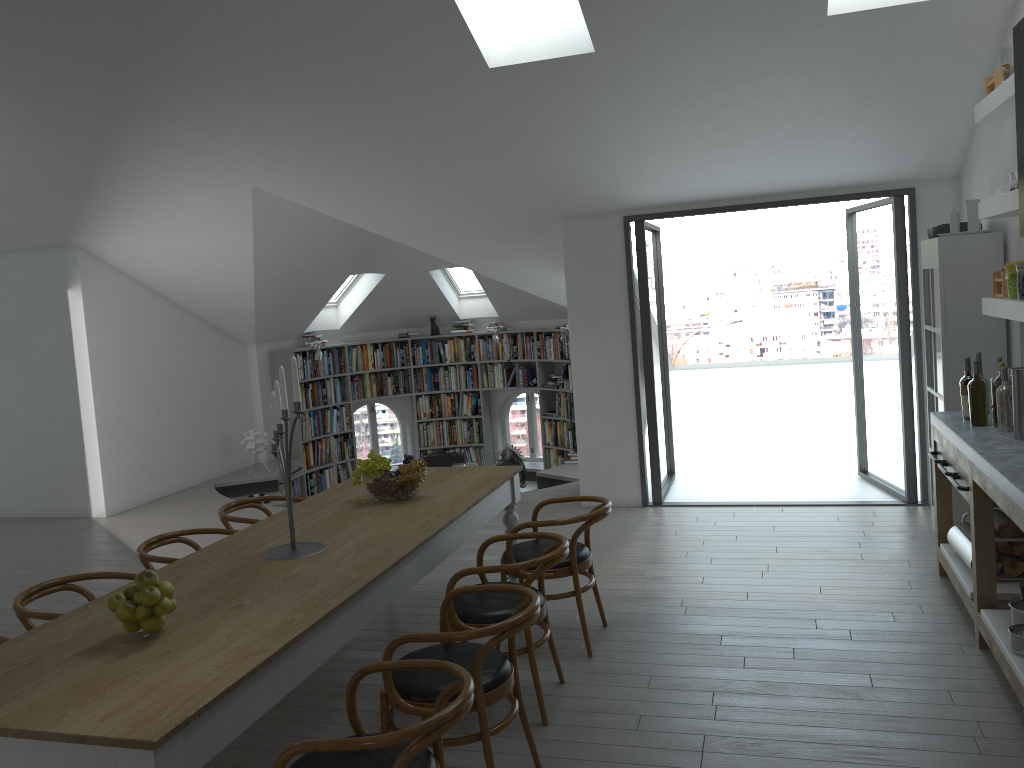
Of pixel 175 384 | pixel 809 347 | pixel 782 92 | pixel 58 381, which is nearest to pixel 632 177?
pixel 782 92

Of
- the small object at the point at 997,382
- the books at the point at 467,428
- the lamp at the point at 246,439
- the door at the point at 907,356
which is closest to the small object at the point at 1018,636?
the small object at the point at 997,382

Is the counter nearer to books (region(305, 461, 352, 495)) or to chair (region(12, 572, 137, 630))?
chair (region(12, 572, 137, 630))

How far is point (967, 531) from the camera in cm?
477

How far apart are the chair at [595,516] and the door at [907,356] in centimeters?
326cm

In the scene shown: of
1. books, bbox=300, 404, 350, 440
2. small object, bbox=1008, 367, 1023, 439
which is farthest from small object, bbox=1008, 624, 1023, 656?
books, bbox=300, 404, 350, 440

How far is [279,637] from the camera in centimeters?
285cm

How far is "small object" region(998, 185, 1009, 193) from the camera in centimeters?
478cm

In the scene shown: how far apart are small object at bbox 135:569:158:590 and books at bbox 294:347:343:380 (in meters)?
8.40

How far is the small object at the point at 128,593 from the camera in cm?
295
